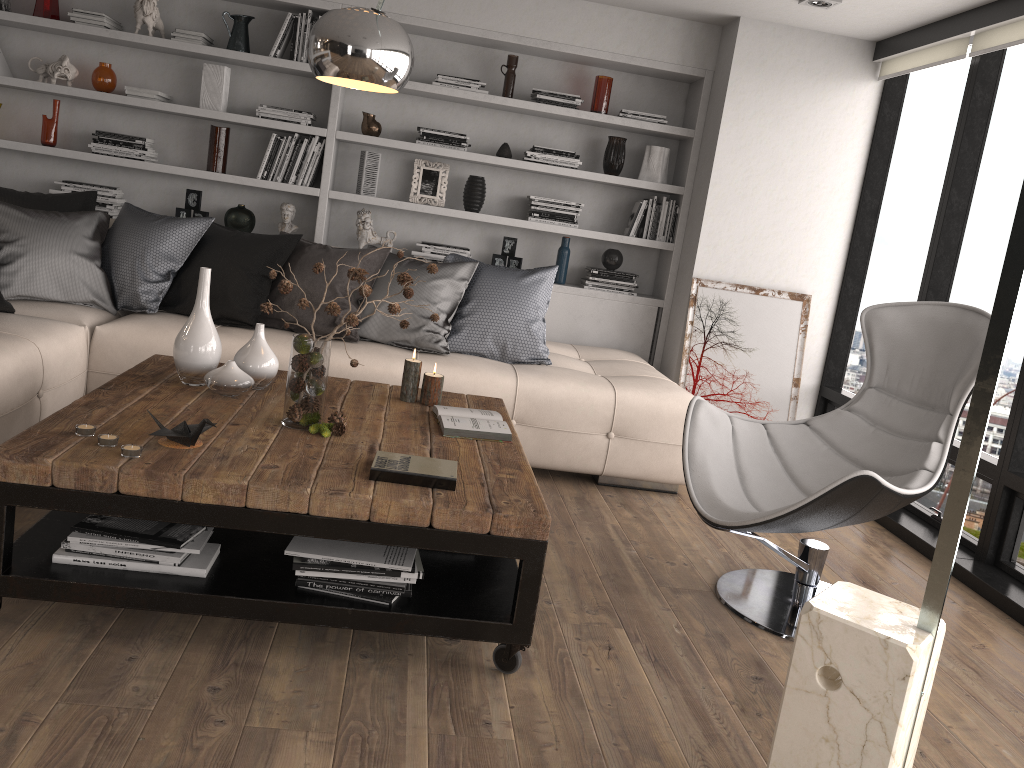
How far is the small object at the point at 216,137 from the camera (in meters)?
5.03

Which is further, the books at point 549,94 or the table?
the books at point 549,94

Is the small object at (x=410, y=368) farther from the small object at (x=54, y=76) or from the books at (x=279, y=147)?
the small object at (x=54, y=76)

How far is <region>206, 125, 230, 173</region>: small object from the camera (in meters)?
5.03

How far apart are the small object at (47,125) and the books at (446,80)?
2.1m

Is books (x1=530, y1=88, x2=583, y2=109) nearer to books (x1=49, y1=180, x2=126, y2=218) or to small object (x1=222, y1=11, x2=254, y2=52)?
small object (x1=222, y1=11, x2=254, y2=52)

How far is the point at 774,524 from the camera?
2.7 meters

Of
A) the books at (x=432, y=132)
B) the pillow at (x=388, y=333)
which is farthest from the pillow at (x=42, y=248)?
the books at (x=432, y=132)

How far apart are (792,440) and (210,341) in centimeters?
208cm

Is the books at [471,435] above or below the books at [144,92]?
below
